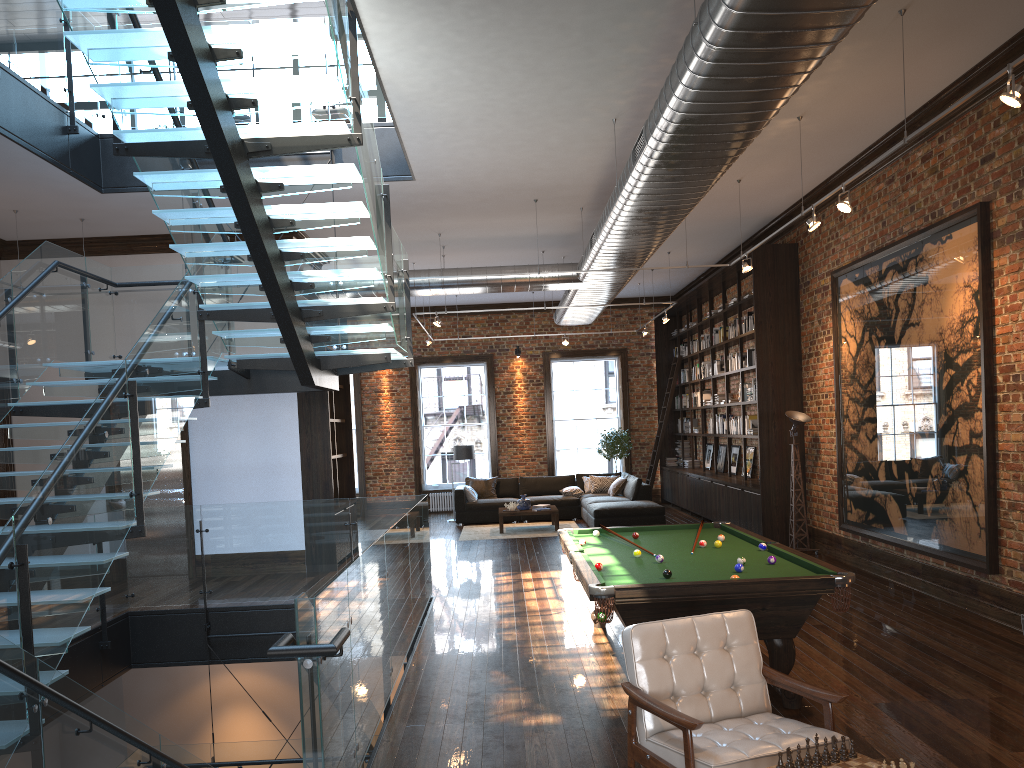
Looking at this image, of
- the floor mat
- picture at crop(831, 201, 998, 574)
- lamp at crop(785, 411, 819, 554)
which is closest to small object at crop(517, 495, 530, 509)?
the floor mat

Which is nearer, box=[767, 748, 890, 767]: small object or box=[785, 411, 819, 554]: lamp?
box=[767, 748, 890, 767]: small object

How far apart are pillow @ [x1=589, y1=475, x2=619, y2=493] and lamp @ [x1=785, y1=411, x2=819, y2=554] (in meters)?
6.03

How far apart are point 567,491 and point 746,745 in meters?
13.1 m

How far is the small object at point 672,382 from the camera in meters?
17.7 m

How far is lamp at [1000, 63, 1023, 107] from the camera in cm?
464

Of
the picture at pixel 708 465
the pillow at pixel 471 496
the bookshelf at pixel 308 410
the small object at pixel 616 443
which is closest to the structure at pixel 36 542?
the bookshelf at pixel 308 410

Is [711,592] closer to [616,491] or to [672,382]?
[616,491]

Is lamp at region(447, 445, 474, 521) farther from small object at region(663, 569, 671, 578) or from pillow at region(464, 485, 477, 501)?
small object at region(663, 569, 671, 578)

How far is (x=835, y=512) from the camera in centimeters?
1068cm
